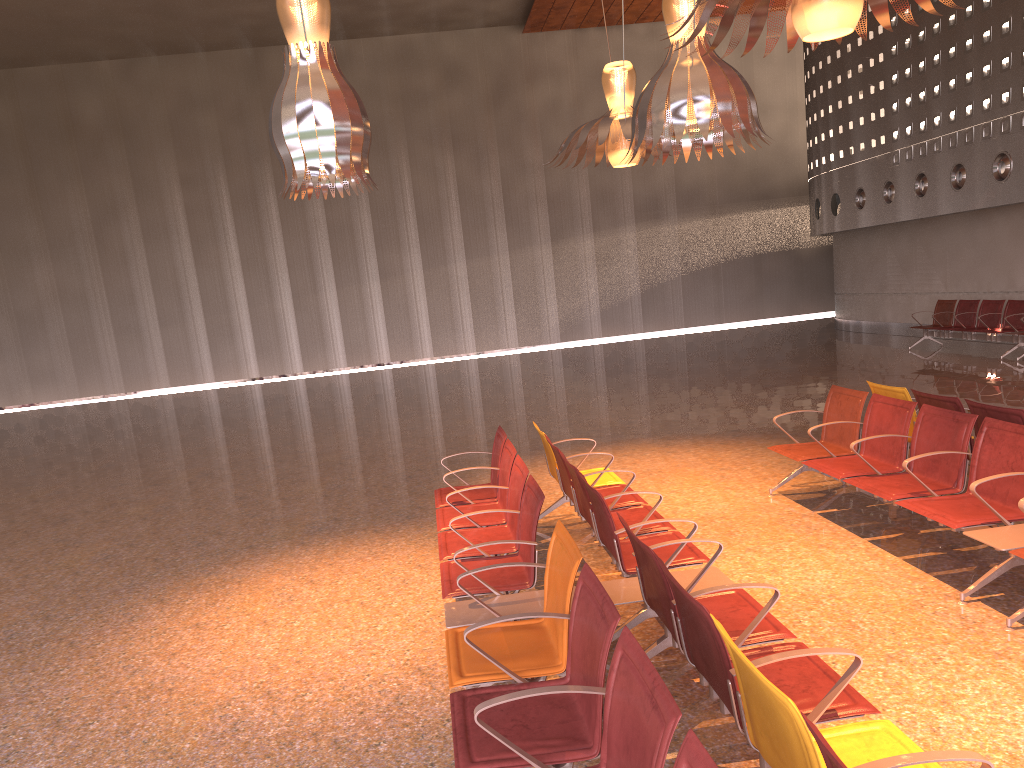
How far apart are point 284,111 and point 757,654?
3.8m
